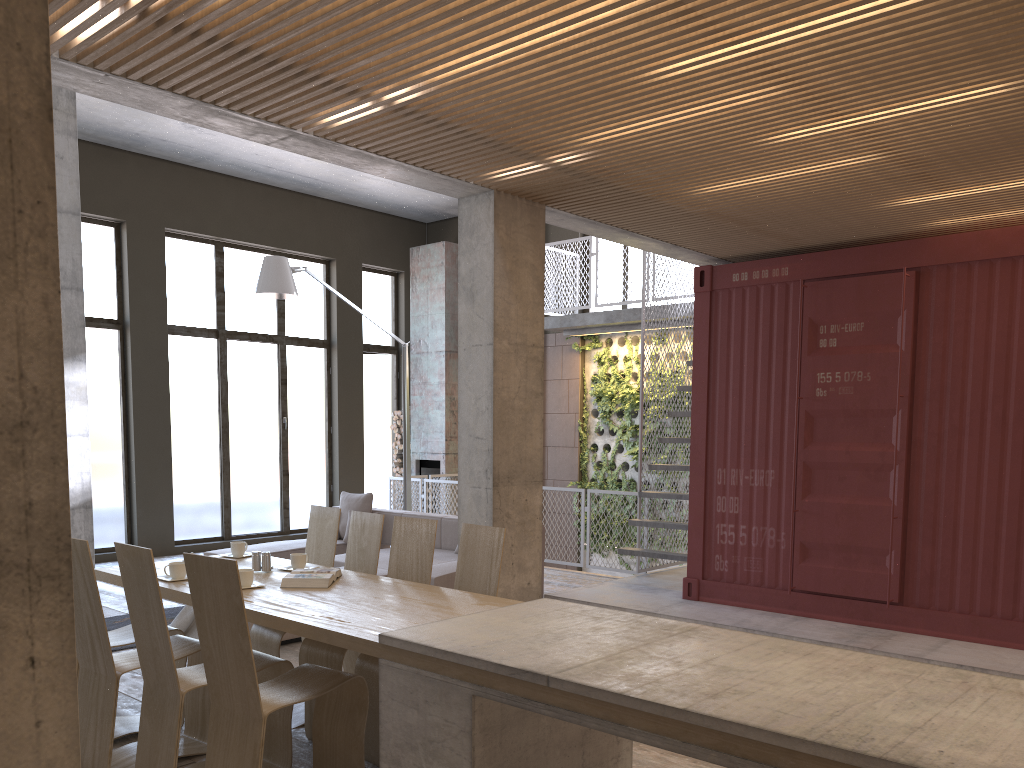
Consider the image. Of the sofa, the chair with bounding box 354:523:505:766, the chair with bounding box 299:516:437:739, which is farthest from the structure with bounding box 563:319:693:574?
the chair with bounding box 354:523:505:766

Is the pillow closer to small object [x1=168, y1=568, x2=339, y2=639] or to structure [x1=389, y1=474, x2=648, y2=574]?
structure [x1=389, y1=474, x2=648, y2=574]

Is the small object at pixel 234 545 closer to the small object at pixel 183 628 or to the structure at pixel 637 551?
the small object at pixel 183 628

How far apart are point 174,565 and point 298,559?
0.7m

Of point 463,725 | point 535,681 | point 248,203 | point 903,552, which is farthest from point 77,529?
point 903,552

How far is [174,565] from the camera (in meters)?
4.67

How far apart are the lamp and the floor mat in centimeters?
315cm

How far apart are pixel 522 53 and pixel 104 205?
9.0m

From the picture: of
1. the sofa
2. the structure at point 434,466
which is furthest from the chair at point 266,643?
the structure at point 434,466

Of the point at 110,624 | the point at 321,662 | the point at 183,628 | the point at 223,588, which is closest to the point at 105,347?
the point at 110,624
